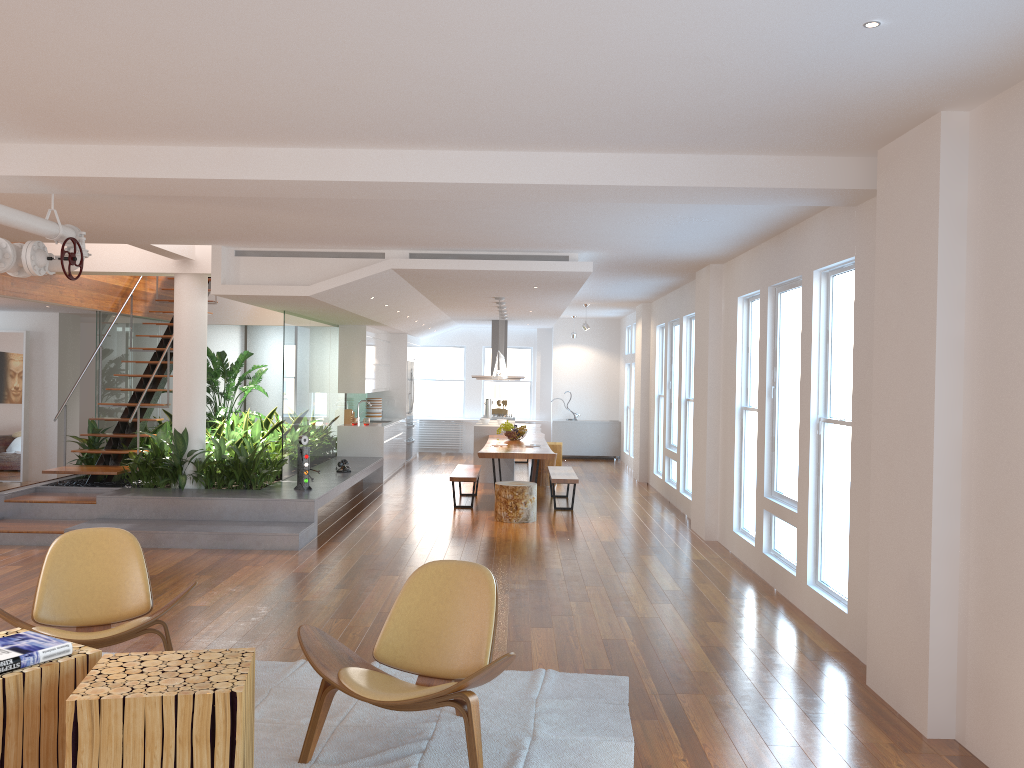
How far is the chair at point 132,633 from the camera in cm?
425

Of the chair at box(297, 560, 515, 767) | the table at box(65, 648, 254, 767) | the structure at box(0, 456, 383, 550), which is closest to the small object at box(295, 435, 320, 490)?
the structure at box(0, 456, 383, 550)

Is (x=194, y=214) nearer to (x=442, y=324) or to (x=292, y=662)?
(x=292, y=662)

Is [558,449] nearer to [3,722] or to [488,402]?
[488,402]

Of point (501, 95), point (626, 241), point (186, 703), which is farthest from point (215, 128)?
point (626, 241)

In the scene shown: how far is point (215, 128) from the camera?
4.4m

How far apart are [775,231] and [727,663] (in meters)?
3.30

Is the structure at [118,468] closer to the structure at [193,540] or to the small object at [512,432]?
the structure at [193,540]

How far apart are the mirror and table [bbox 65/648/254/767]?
10.37m

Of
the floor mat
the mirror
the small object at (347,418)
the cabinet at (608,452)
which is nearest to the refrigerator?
the small object at (347,418)
